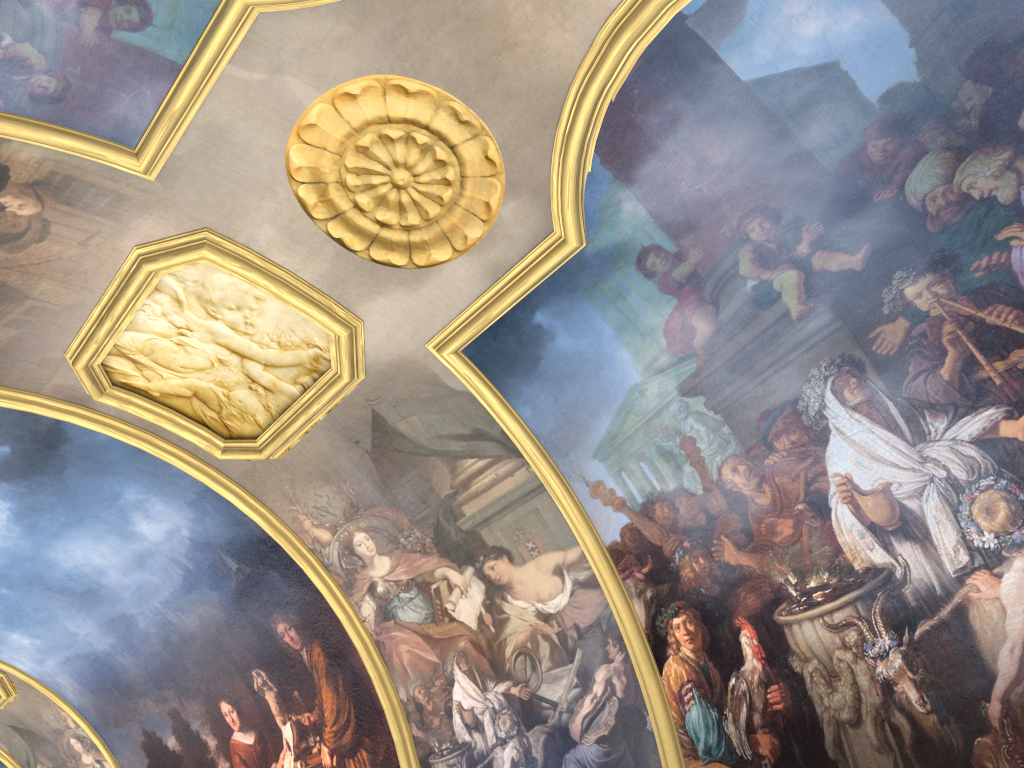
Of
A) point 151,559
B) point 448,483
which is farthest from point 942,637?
point 151,559

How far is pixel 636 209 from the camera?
8.7m
